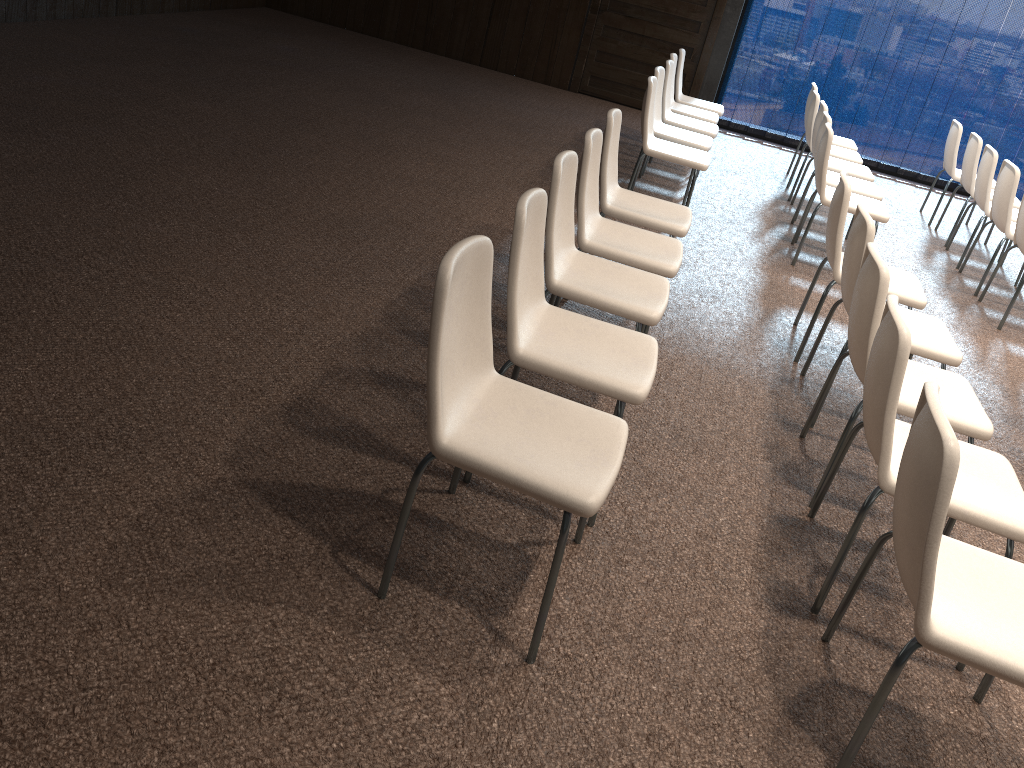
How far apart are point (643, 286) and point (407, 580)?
1.58m

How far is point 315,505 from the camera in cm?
260

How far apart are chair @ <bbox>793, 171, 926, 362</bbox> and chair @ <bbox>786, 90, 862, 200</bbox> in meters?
3.0

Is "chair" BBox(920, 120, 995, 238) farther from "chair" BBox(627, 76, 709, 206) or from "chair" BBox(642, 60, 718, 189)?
"chair" BBox(627, 76, 709, 206)

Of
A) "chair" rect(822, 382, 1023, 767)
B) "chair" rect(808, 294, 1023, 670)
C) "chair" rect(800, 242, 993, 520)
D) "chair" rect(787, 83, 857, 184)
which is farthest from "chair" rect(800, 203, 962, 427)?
"chair" rect(787, 83, 857, 184)

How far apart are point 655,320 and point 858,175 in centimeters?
409cm

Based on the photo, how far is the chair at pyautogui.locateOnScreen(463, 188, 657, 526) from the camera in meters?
2.6 m

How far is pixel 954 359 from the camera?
3.5 meters

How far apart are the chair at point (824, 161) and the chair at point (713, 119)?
1.7m

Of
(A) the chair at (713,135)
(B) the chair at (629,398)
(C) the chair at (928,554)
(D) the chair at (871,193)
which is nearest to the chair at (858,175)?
(D) the chair at (871,193)
